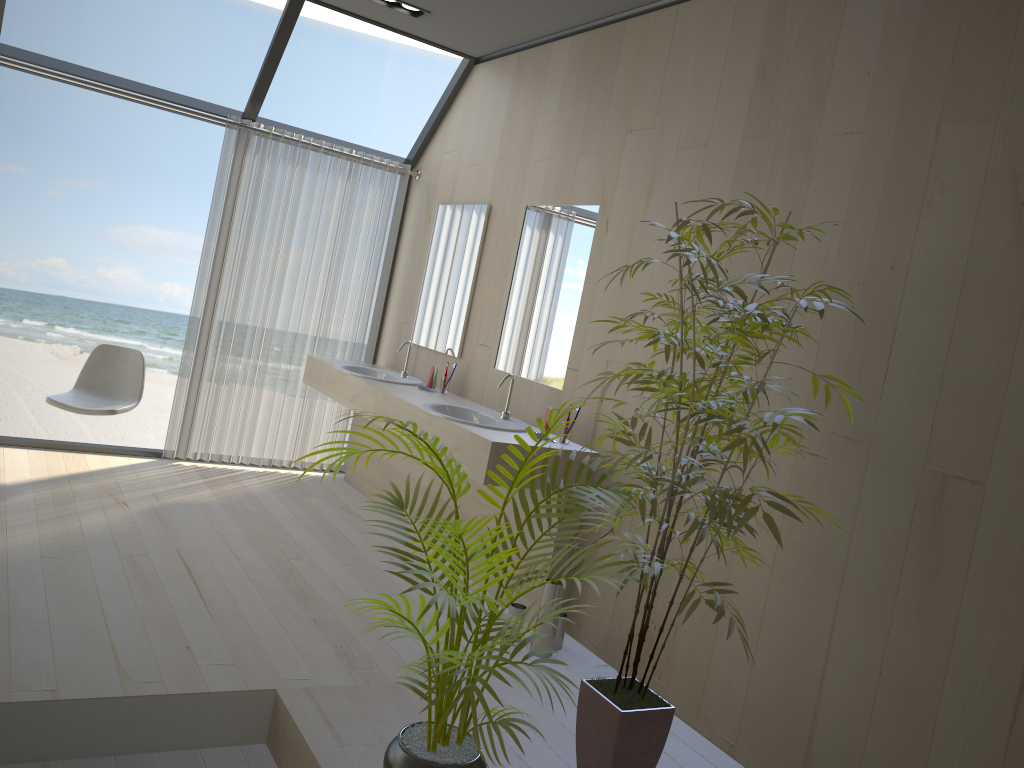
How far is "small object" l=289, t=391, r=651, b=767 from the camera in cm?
198

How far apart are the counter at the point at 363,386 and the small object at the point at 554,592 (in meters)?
1.31

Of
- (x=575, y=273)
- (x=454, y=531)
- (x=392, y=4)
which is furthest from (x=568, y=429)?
(x=392, y=4)

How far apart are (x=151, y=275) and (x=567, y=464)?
13.85m

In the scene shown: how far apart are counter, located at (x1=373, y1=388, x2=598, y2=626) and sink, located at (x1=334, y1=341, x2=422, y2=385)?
0.47m

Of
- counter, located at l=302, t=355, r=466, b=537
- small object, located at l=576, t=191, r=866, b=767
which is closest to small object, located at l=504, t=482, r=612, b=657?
small object, located at l=576, t=191, r=866, b=767

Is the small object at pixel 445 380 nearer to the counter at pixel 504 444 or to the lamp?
the counter at pixel 504 444

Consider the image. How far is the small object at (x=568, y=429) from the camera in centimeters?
382cm

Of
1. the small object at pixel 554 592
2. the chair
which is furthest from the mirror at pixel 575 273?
the chair

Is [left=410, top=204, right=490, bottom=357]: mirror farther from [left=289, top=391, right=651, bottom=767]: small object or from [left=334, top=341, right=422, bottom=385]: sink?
[left=289, top=391, right=651, bottom=767]: small object
